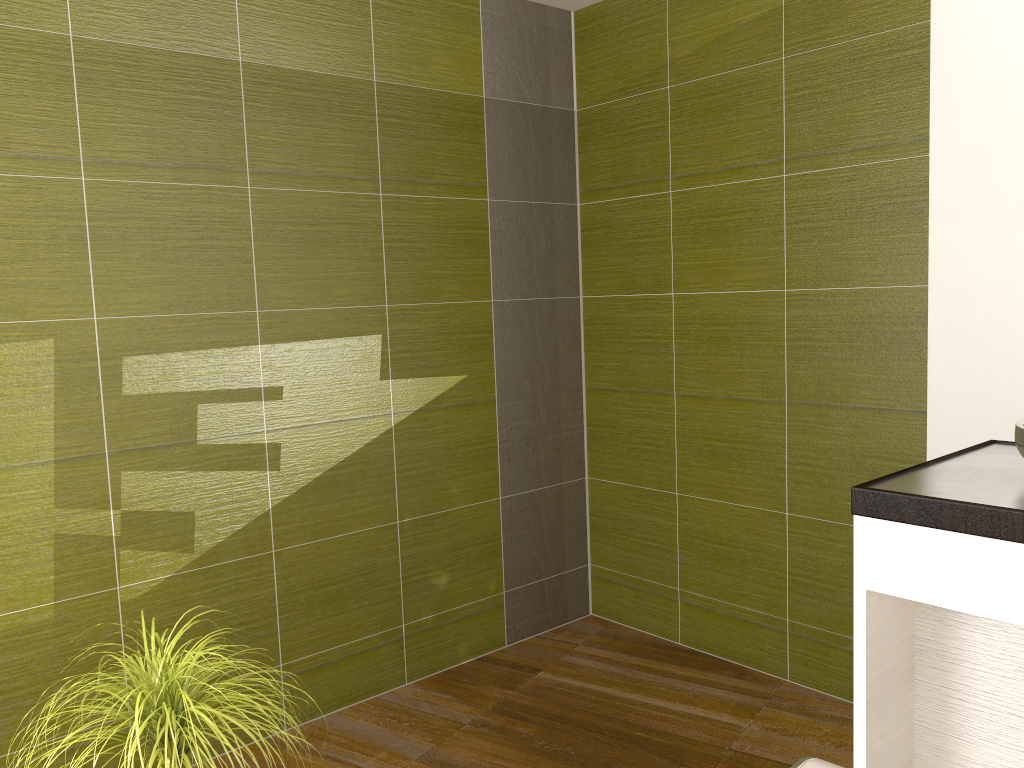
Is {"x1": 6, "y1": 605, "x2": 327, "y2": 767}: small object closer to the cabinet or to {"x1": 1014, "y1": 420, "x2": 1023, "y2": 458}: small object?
the cabinet

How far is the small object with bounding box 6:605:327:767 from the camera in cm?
163

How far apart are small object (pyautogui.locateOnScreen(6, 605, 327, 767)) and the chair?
1.0m

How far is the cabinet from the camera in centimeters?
152cm

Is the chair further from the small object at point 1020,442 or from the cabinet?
the small object at point 1020,442

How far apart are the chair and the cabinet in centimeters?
30cm

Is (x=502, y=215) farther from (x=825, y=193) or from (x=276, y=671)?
(x=276, y=671)

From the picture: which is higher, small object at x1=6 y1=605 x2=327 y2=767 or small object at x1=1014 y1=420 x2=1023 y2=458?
small object at x1=1014 y1=420 x2=1023 y2=458

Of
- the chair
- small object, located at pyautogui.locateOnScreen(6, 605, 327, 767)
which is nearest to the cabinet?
the chair

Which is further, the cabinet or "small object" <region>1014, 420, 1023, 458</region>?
"small object" <region>1014, 420, 1023, 458</region>
